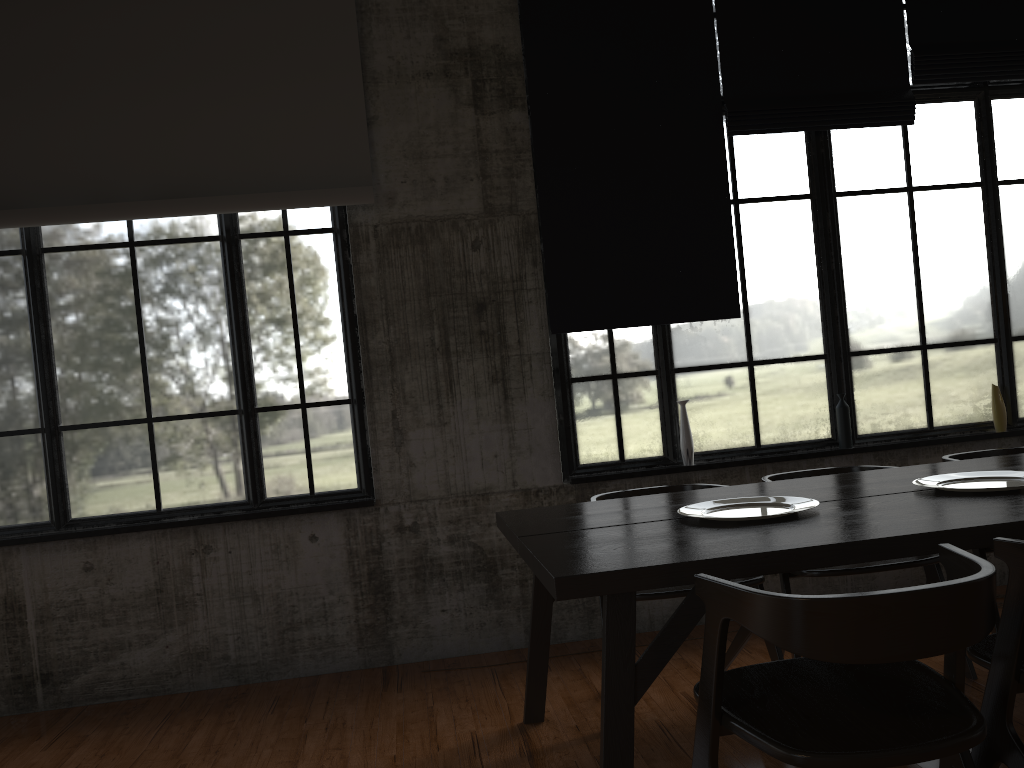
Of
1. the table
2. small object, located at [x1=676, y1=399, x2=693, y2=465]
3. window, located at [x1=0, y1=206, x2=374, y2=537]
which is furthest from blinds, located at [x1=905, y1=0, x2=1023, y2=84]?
window, located at [x1=0, y1=206, x2=374, y2=537]

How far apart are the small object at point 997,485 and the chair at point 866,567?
0.51m

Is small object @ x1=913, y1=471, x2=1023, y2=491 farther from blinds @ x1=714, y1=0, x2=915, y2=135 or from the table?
blinds @ x1=714, y1=0, x2=915, y2=135

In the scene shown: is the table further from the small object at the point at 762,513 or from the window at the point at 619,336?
the window at the point at 619,336

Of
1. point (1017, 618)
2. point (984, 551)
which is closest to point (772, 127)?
point (984, 551)

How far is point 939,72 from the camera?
5.74m

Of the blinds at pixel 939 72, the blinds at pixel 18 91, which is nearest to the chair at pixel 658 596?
the blinds at pixel 18 91

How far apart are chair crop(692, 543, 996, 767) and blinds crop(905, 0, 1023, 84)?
4.3 meters

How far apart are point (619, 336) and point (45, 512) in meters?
3.6 m

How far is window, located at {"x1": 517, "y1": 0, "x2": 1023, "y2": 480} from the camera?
5.58m
